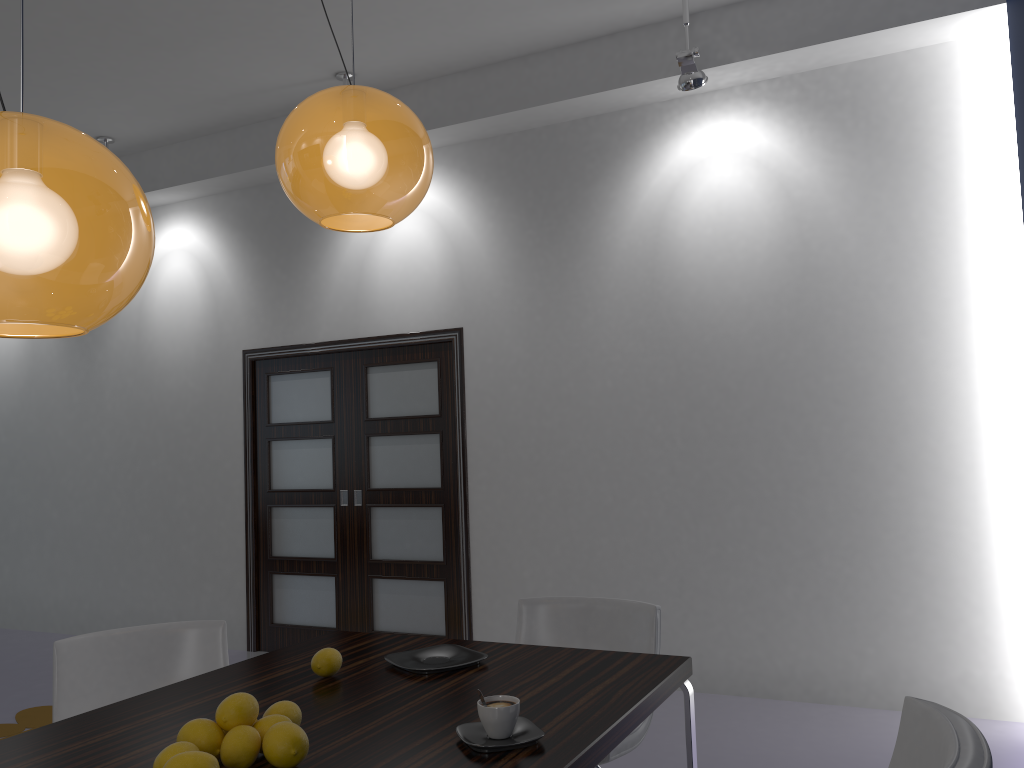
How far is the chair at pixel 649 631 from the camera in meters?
2.9 m

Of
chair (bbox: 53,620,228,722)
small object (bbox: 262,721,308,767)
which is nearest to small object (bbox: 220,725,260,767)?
small object (bbox: 262,721,308,767)

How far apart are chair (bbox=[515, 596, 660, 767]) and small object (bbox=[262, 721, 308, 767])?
1.1 meters

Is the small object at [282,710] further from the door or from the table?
the door

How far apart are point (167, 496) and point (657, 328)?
3.8m

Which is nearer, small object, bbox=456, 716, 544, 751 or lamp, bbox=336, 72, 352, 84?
small object, bbox=456, 716, 544, 751

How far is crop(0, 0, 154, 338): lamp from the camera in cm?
113

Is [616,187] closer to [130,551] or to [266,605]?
[266,605]

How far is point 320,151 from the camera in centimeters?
187cm

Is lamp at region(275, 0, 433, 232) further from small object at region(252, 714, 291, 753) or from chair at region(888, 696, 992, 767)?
chair at region(888, 696, 992, 767)
